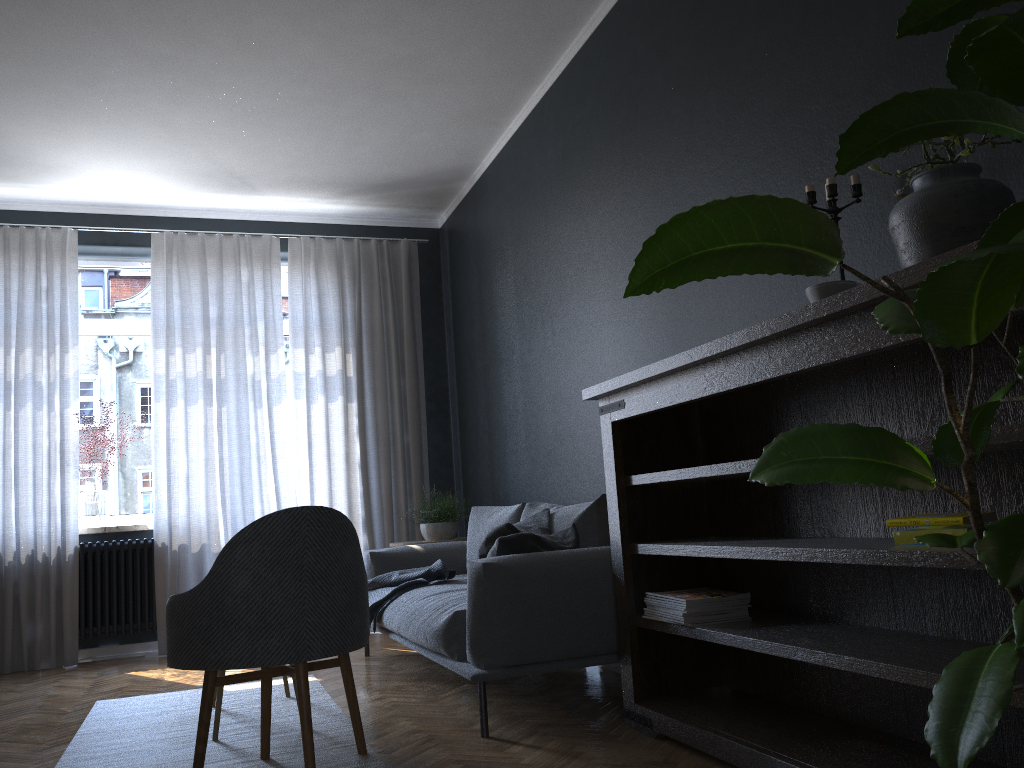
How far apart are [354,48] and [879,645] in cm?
351

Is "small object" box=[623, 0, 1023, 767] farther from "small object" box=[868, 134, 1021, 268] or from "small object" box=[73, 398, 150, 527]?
"small object" box=[73, 398, 150, 527]

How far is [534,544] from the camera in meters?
3.3

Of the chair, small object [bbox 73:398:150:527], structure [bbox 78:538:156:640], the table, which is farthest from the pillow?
small object [bbox 73:398:150:527]

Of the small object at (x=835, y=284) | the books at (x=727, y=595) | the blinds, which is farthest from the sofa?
the small object at (x=835, y=284)

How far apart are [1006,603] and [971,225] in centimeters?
88cm

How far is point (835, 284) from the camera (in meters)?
2.09

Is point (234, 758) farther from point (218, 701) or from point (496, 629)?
point (496, 629)

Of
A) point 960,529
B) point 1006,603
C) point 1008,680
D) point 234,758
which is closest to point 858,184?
point 960,529

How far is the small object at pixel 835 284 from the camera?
2.09m
